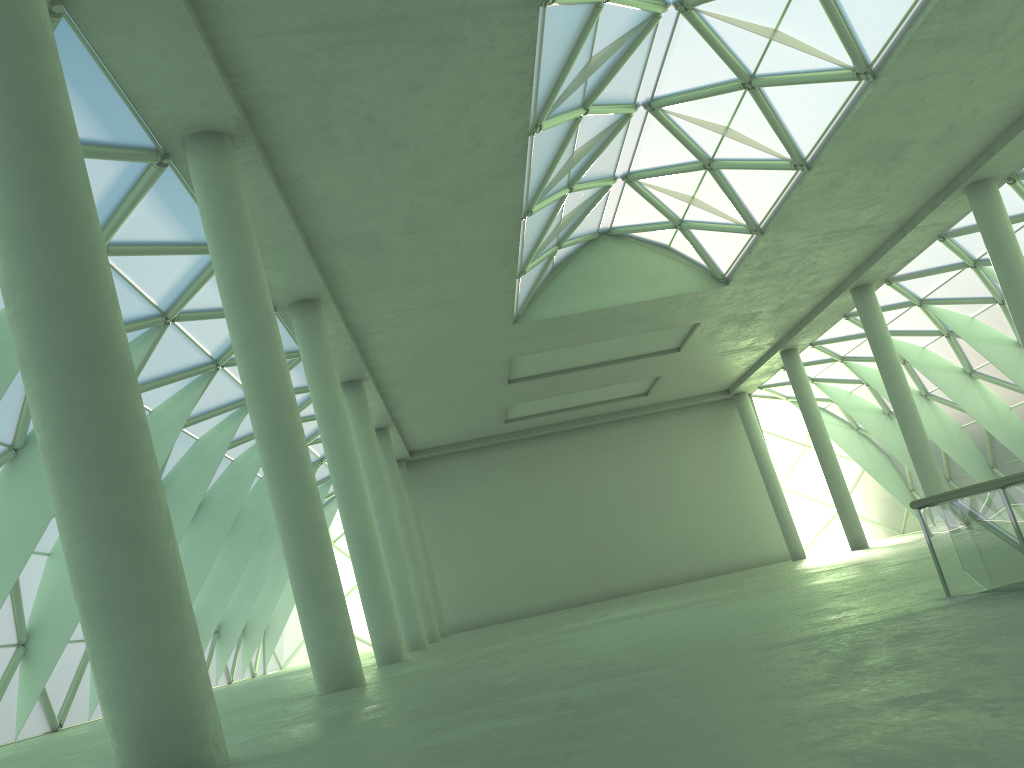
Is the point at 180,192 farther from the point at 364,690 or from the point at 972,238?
the point at 972,238

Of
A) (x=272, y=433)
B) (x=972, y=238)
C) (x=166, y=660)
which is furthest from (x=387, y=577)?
(x=972, y=238)

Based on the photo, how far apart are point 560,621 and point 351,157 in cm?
1934
